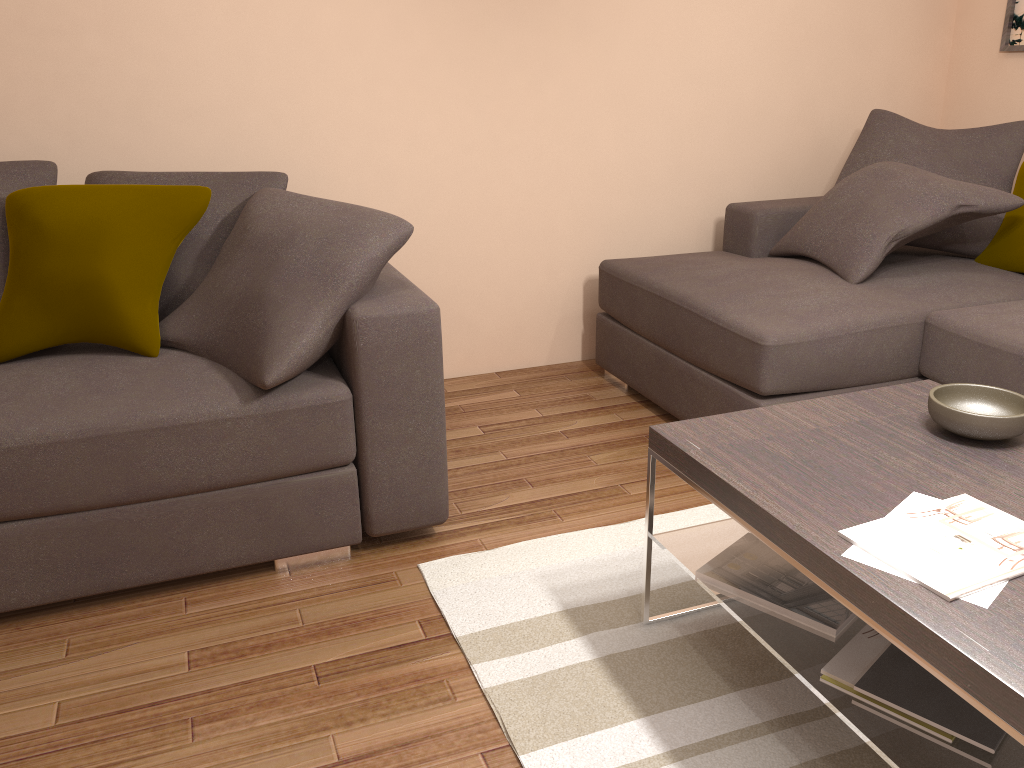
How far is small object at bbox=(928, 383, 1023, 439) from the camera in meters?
1.9 m

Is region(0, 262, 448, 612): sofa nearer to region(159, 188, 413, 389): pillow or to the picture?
region(159, 188, 413, 389): pillow

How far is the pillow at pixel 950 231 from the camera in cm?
368

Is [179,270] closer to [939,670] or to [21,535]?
[21,535]

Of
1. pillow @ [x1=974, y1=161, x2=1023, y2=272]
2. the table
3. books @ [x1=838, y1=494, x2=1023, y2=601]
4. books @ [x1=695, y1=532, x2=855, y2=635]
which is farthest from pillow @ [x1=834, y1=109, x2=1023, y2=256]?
books @ [x1=838, y1=494, x2=1023, y2=601]

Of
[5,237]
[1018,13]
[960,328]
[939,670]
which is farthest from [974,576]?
[1018,13]

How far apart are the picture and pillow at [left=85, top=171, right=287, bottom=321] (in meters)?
3.48

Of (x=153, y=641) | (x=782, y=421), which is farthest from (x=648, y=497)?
(x=153, y=641)

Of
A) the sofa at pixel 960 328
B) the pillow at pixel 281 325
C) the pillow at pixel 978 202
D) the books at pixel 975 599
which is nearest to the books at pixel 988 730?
Answer: the books at pixel 975 599

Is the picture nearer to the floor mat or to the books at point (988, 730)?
the floor mat
